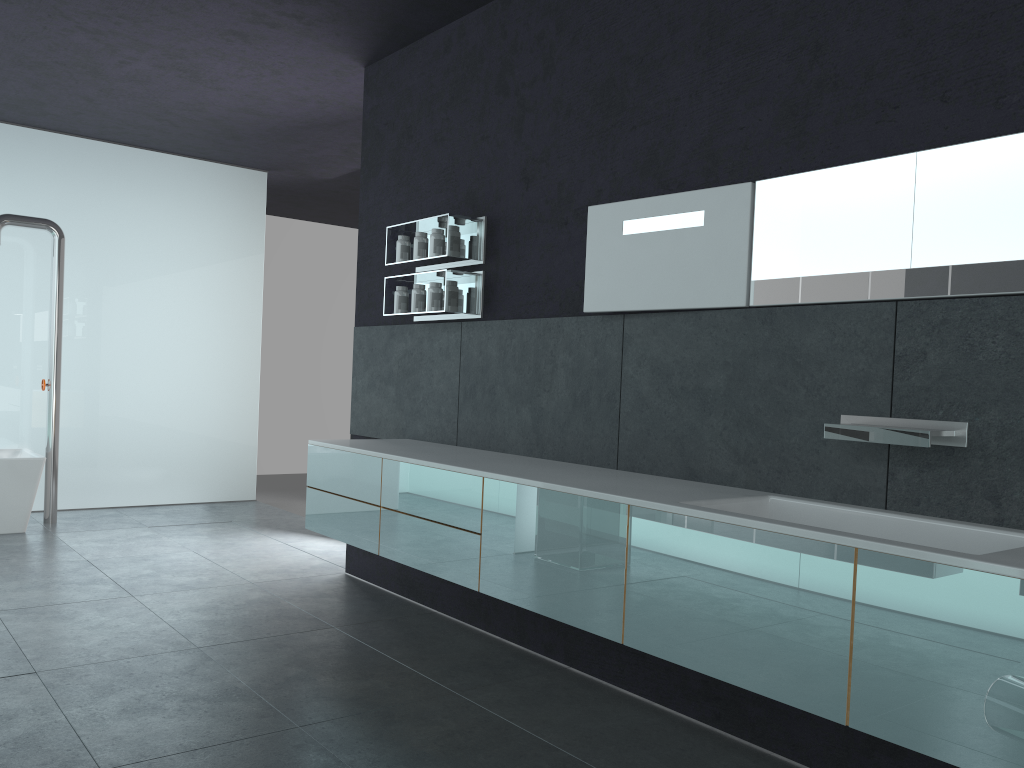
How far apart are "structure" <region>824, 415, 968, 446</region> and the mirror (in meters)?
0.46

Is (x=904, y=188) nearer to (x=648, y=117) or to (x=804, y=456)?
(x=804, y=456)

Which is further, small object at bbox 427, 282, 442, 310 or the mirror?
small object at bbox 427, 282, 442, 310

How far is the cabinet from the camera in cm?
234

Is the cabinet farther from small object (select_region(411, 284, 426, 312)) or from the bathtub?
the bathtub

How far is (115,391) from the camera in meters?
9.2 m

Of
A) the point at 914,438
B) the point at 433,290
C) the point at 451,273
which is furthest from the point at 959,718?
the point at 433,290

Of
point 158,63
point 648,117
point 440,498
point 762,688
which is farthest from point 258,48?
point 762,688

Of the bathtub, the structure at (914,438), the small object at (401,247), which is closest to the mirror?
the structure at (914,438)

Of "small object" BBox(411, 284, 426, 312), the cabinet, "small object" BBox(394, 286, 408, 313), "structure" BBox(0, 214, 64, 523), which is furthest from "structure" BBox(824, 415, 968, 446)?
"structure" BBox(0, 214, 64, 523)
